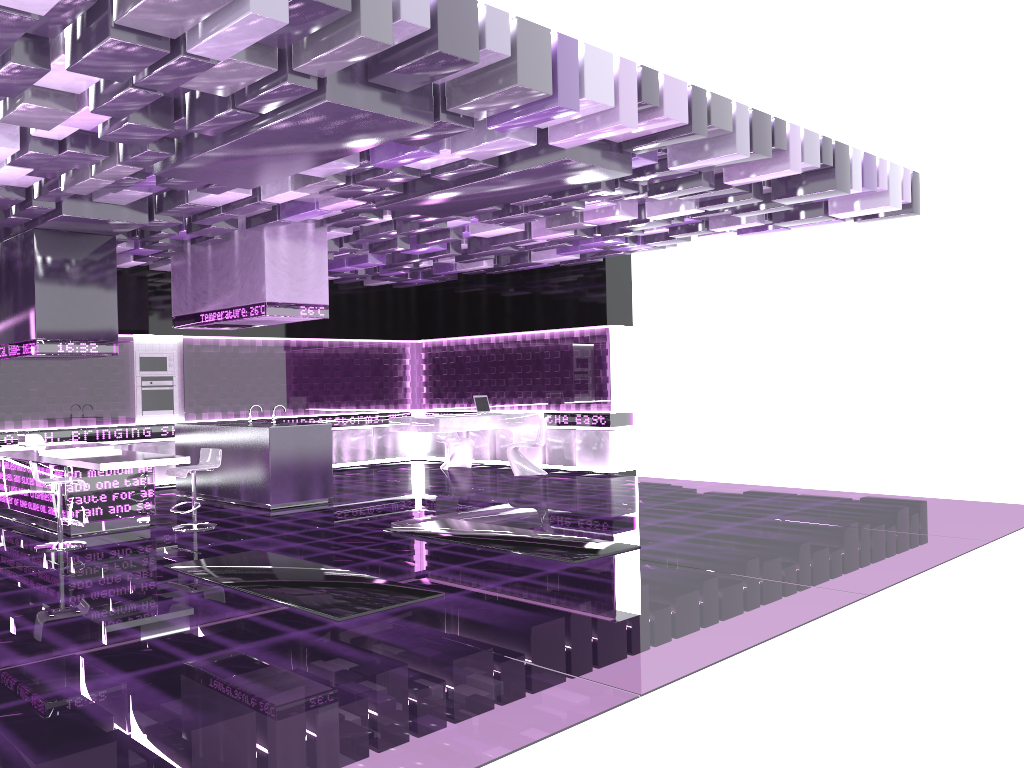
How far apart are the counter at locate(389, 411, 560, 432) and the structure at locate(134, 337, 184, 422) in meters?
3.0 m

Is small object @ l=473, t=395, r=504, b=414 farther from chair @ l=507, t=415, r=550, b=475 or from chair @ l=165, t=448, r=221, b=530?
chair @ l=165, t=448, r=221, b=530

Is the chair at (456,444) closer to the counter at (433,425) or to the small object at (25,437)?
the counter at (433,425)

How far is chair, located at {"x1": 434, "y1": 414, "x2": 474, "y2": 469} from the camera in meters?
13.8 m

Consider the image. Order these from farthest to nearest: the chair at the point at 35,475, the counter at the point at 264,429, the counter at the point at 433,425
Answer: the counter at the point at 433,425
the counter at the point at 264,429
the chair at the point at 35,475

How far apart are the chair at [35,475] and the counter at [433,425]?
5.29m

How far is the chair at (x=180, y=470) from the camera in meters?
8.4 m

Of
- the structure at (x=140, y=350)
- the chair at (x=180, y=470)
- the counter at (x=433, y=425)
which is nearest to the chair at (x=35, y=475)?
the chair at (x=180, y=470)

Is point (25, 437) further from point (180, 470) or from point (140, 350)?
point (140, 350)

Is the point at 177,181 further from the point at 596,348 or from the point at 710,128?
the point at 596,348
